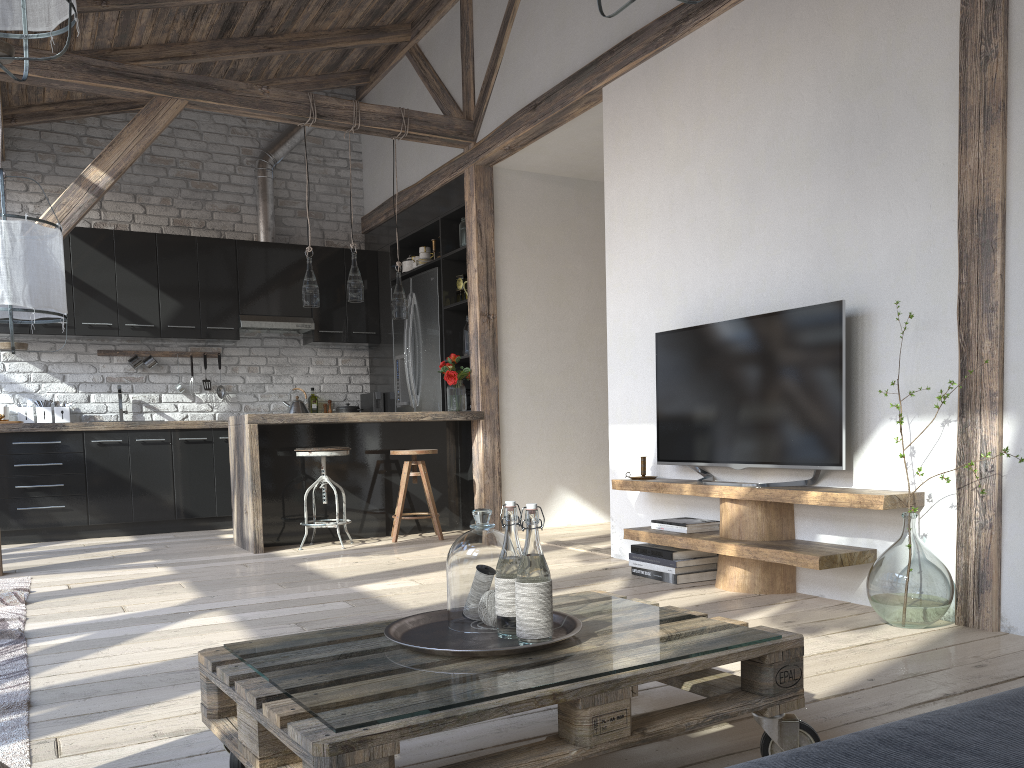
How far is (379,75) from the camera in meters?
7.6

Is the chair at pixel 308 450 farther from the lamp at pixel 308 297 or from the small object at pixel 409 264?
the small object at pixel 409 264

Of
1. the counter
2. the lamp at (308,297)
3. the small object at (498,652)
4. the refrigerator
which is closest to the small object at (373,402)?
the refrigerator

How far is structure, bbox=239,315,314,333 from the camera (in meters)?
7.19

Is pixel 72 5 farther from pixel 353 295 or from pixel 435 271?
pixel 435 271

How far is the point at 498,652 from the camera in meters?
1.5 m

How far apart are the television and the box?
2.6 meters

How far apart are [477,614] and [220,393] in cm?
611

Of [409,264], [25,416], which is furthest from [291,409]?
[25,416]

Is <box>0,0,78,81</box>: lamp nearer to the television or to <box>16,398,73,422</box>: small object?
the television
